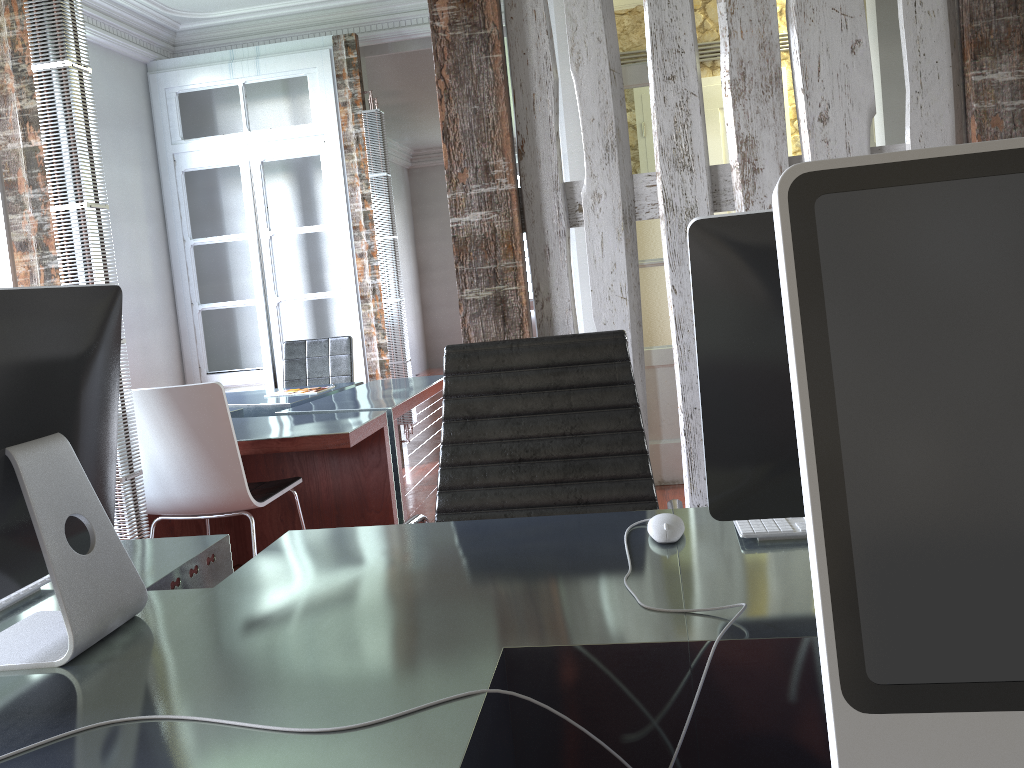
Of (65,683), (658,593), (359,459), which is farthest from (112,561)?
(359,459)

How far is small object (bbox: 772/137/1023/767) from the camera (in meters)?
0.51

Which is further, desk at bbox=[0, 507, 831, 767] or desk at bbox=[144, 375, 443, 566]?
desk at bbox=[144, 375, 443, 566]

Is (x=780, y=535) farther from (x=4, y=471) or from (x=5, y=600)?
(x=5, y=600)

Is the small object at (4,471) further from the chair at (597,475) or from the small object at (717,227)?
the small object at (717,227)

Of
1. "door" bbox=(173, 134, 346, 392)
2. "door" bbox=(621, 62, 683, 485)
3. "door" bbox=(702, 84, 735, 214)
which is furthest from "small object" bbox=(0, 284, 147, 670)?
"door" bbox=(702, 84, 735, 214)

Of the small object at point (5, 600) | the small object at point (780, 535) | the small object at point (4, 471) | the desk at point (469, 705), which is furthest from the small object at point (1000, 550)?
the small object at point (5, 600)

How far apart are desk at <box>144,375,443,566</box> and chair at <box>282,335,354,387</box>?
0.14m

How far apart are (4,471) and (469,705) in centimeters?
69cm

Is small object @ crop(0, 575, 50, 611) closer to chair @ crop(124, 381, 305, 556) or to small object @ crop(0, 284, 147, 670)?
small object @ crop(0, 284, 147, 670)
